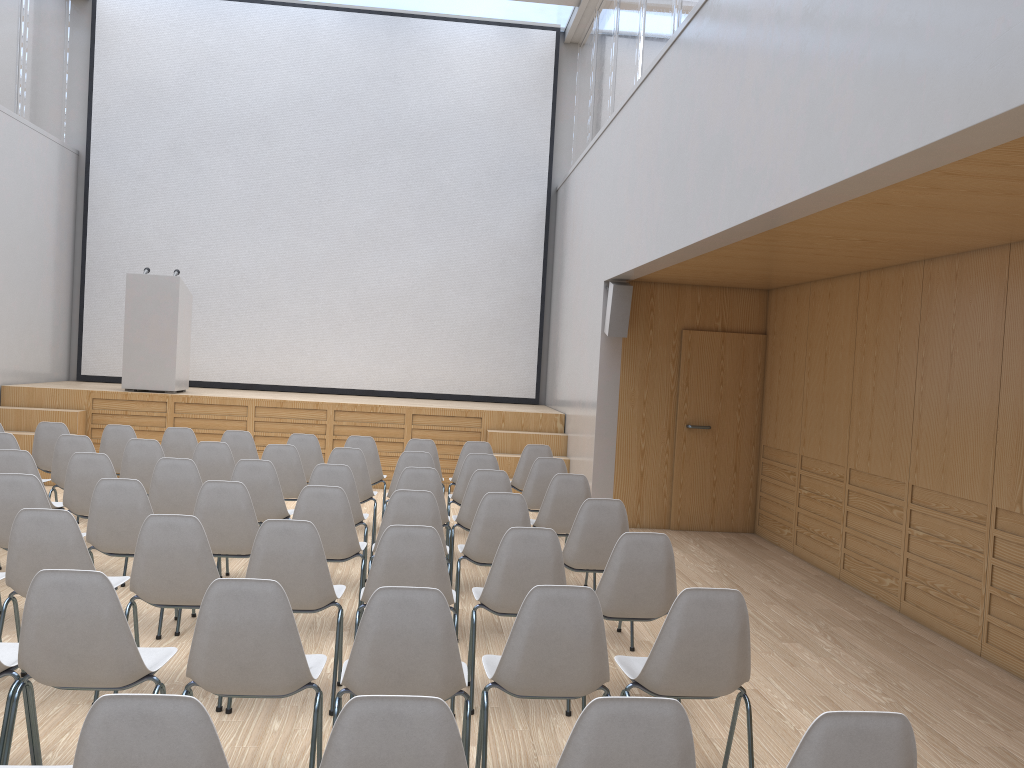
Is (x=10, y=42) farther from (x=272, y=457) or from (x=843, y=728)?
(x=843, y=728)

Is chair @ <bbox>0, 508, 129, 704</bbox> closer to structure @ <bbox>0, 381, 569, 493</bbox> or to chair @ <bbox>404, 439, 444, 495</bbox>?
chair @ <bbox>404, 439, 444, 495</bbox>

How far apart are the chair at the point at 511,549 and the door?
4.8 meters

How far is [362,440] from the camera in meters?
7.9 m

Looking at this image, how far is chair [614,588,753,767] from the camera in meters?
3.1

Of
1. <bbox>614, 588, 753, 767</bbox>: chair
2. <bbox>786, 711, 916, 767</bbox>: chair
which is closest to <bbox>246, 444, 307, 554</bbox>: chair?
<bbox>614, 588, 753, 767</bbox>: chair

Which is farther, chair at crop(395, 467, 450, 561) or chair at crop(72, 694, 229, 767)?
chair at crop(395, 467, 450, 561)

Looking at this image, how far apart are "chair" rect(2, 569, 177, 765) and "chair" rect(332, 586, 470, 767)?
Answer: 0.6 meters

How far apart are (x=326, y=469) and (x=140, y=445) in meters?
1.8

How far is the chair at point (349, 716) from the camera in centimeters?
194cm
